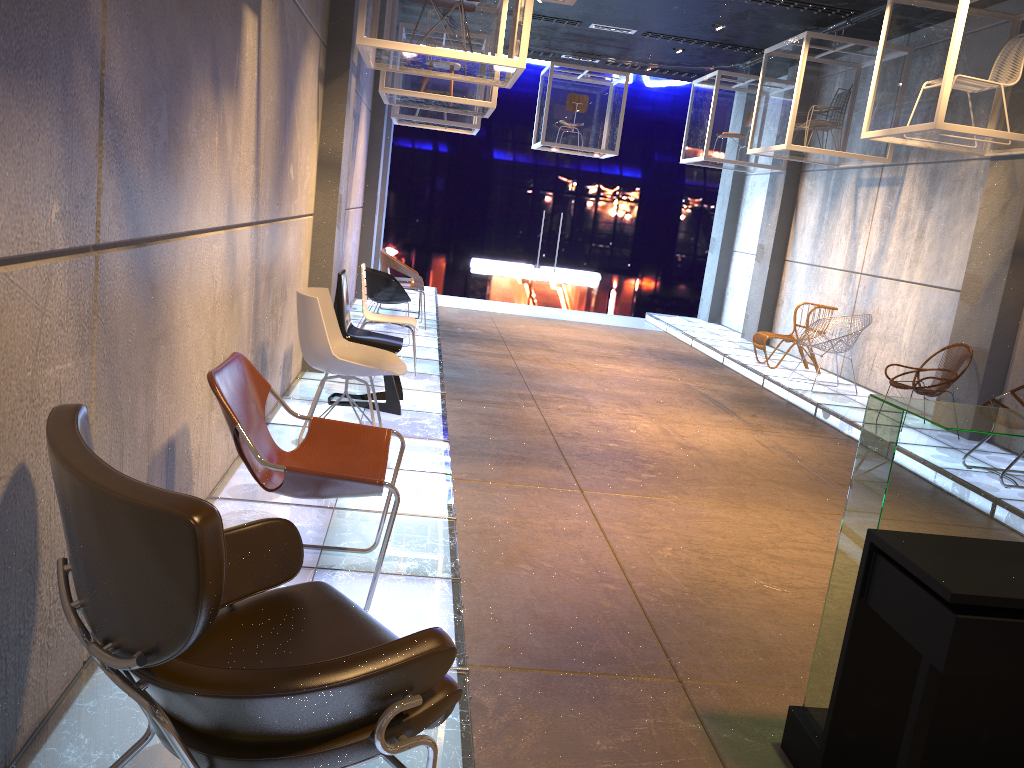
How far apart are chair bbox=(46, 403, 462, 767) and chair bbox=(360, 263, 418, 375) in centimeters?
508cm

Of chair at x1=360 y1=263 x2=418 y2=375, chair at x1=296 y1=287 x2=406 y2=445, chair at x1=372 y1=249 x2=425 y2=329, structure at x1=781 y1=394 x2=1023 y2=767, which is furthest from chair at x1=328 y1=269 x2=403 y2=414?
structure at x1=781 y1=394 x2=1023 y2=767

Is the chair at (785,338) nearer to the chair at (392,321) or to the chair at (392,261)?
the chair at (392,261)

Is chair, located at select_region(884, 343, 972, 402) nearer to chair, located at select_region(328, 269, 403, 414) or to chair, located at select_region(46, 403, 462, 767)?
chair, located at select_region(328, 269, 403, 414)

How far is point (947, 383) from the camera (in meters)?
7.63

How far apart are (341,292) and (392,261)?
4.0m

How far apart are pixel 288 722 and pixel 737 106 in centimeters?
1186cm

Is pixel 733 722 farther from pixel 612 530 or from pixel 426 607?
pixel 612 530

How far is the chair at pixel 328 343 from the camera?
4.7 meters

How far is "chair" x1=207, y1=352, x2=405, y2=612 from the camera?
2.95m
